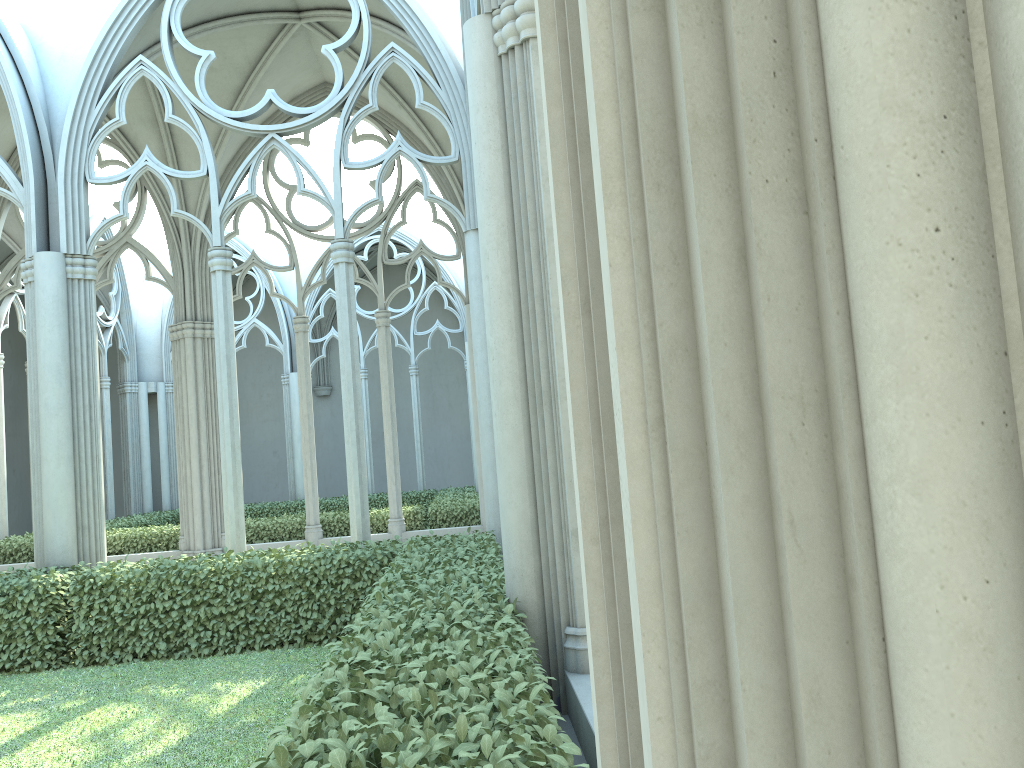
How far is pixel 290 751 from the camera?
2.54m

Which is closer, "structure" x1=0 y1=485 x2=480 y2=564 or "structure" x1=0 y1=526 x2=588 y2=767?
"structure" x1=0 y1=526 x2=588 y2=767

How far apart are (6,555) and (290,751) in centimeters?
1360cm

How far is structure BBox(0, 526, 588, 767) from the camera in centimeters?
254cm

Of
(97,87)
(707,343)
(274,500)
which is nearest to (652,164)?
(707,343)

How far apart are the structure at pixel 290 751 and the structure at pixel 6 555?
5.2 meters

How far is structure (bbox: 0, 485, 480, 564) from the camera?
13.9 meters

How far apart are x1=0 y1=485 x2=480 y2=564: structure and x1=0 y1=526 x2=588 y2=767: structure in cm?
520

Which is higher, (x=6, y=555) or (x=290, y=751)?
(x=290, y=751)
